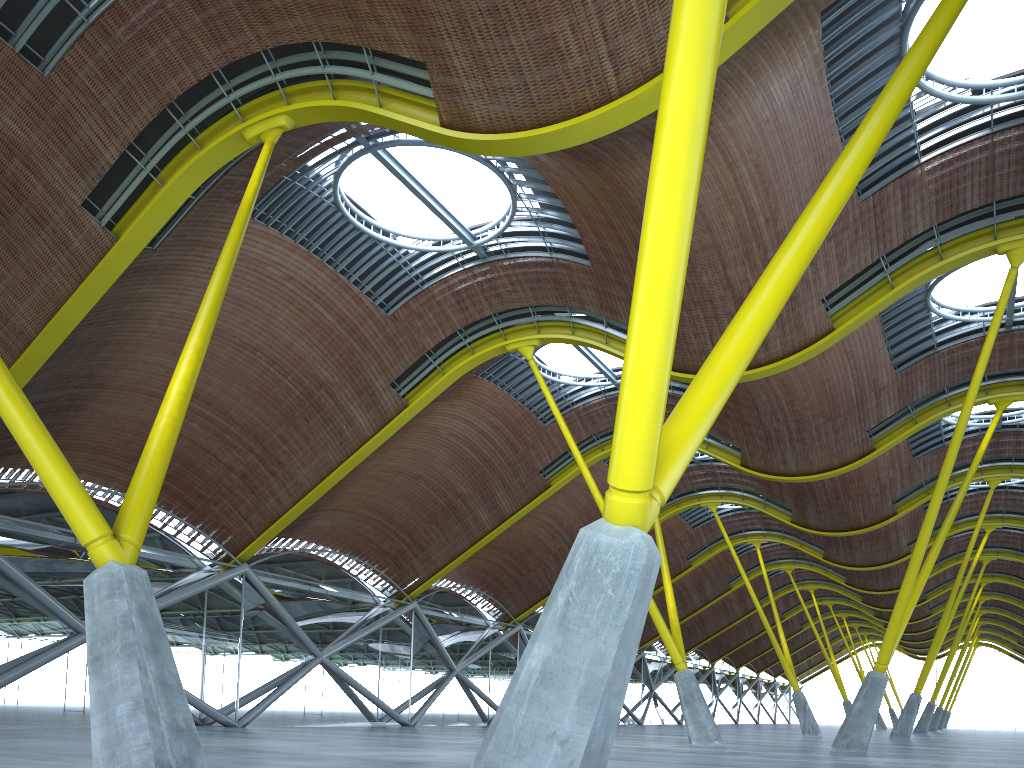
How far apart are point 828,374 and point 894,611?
8.6m
